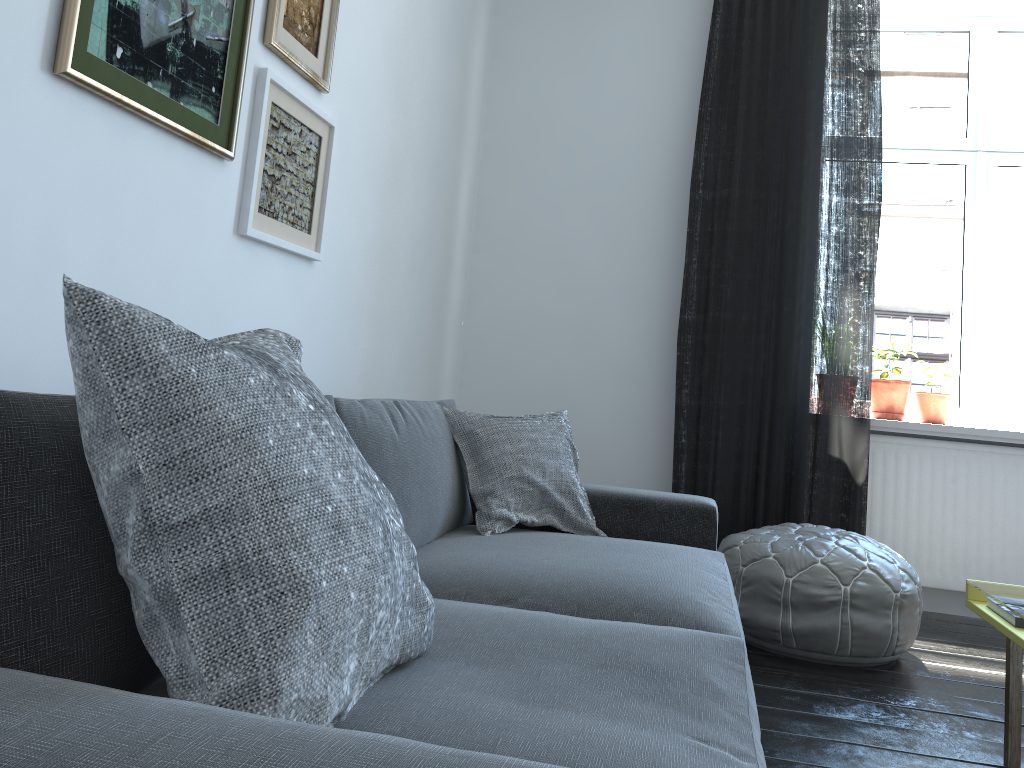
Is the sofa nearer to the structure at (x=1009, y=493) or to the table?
the table

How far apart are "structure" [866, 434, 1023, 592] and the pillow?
1.7 meters

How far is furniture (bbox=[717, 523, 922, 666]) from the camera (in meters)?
2.78

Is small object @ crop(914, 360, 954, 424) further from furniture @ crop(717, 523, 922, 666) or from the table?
the table

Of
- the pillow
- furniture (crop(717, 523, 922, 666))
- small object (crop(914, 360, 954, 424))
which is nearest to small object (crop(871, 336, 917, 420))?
small object (crop(914, 360, 954, 424))

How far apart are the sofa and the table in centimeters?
59cm

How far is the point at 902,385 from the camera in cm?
385

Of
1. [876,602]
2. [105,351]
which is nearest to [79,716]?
[105,351]

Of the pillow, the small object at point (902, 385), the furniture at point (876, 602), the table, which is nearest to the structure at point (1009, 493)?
the small object at point (902, 385)

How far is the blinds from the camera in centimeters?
362cm
